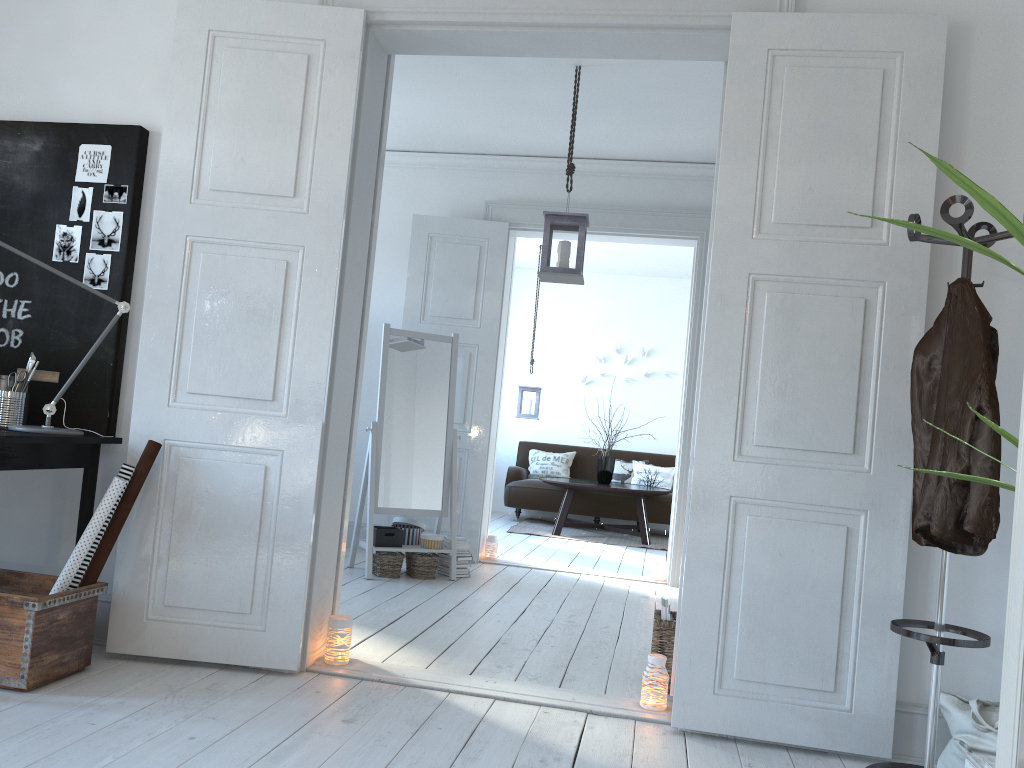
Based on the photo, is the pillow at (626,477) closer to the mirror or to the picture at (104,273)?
the mirror

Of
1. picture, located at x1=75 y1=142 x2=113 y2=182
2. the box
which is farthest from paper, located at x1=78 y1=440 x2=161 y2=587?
the box

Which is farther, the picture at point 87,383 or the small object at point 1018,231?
the picture at point 87,383

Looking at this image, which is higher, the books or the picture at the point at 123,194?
the picture at the point at 123,194

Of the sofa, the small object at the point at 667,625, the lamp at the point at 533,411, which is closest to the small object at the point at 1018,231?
the small object at the point at 667,625

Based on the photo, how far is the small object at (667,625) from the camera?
3.3 meters

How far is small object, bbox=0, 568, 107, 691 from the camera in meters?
2.6 m

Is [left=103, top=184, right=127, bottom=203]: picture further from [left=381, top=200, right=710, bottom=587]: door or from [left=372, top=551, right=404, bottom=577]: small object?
[left=381, top=200, right=710, bottom=587]: door

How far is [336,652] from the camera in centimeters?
317cm

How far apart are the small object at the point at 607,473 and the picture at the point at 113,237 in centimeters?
594cm
